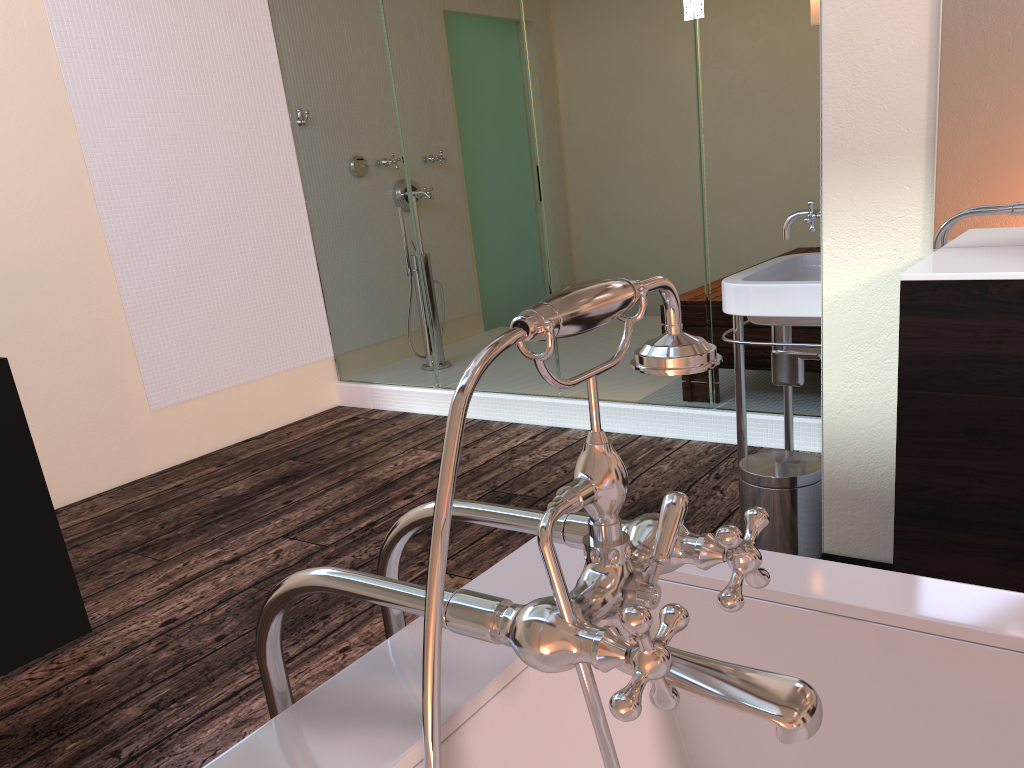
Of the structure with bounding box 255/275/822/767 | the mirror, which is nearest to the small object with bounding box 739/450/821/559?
the mirror

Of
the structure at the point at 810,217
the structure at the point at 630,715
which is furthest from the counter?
the structure at the point at 630,715

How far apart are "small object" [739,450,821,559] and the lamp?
1.09m

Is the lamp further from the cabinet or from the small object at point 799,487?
the small object at point 799,487

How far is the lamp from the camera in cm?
212

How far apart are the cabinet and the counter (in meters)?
0.01

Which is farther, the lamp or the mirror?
the lamp

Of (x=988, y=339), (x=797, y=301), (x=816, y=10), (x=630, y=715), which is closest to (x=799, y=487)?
(x=797, y=301)

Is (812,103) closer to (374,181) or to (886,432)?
(886,432)

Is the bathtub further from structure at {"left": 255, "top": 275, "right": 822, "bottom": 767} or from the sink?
the sink
